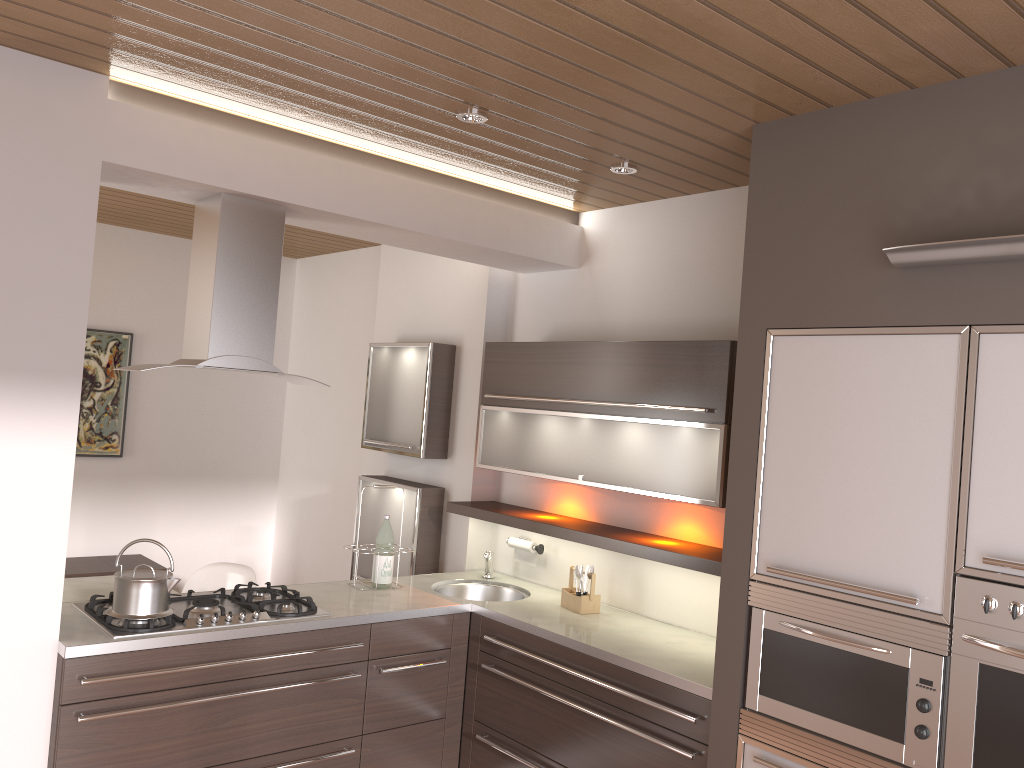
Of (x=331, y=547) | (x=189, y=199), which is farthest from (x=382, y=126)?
(x=331, y=547)

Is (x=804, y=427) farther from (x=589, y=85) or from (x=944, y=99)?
(x=589, y=85)

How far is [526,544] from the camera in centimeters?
422cm

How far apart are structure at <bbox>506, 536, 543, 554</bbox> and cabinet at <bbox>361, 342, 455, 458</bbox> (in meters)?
0.78

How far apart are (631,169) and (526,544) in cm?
183

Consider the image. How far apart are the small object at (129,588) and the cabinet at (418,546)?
1.6m

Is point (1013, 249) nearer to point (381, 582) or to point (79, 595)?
point (381, 582)

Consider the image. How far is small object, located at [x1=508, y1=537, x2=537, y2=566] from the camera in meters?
4.2 m

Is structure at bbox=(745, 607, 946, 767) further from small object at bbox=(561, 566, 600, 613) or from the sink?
the sink

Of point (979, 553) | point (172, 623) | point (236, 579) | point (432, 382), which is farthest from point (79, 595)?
point (979, 553)
